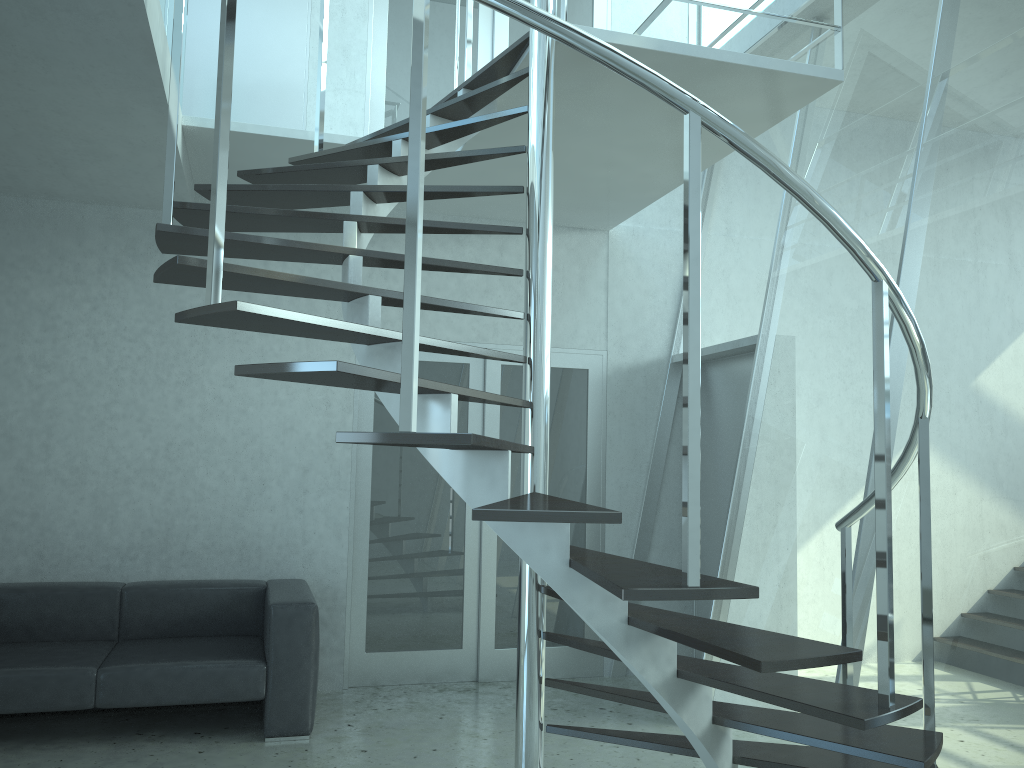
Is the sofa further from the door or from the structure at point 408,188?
the structure at point 408,188

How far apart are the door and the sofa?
0.5m

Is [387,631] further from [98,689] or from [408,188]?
[408,188]

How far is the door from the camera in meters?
5.4 m

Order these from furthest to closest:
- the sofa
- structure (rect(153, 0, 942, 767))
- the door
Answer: the door → the sofa → structure (rect(153, 0, 942, 767))

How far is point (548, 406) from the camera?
3.1 meters

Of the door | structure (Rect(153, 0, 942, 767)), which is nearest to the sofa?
the door

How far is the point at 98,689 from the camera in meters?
4.1

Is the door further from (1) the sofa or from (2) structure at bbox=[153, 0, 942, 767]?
(2) structure at bbox=[153, 0, 942, 767]

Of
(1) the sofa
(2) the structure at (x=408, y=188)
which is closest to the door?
(1) the sofa
